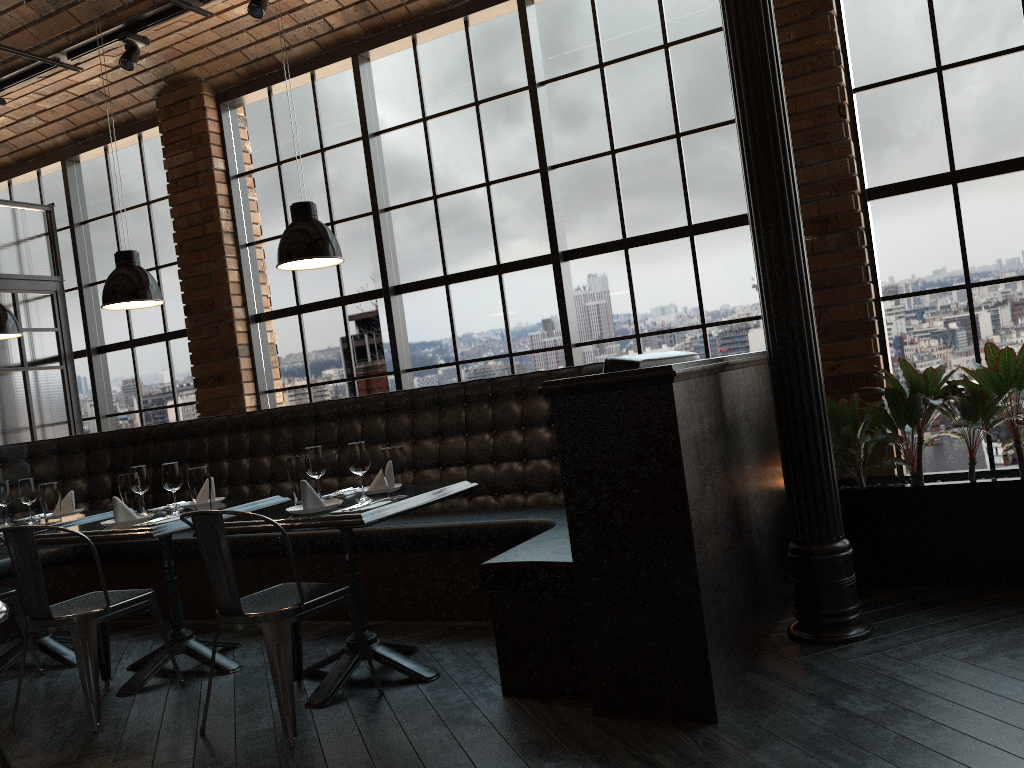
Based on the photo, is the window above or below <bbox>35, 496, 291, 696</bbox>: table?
above

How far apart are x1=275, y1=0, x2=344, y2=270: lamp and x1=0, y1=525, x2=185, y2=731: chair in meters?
1.5 m

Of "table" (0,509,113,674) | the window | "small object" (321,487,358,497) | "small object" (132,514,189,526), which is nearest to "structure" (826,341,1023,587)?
the window

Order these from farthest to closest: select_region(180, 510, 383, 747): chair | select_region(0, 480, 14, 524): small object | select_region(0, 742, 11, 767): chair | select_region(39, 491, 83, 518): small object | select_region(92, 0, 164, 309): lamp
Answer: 1. select_region(39, 491, 83, 518): small object
2. select_region(0, 480, 14, 524): small object
3. select_region(92, 0, 164, 309): lamp
4. select_region(180, 510, 383, 747): chair
5. select_region(0, 742, 11, 767): chair

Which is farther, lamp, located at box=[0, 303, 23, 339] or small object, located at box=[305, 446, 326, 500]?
lamp, located at box=[0, 303, 23, 339]

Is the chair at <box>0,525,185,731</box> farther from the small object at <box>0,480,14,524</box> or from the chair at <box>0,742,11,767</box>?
the small object at <box>0,480,14,524</box>

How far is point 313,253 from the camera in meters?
3.7

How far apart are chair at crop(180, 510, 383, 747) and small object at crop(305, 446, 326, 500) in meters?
0.5 m

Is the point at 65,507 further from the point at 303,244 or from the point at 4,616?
the point at 4,616

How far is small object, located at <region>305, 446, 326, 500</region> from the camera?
3.84m
